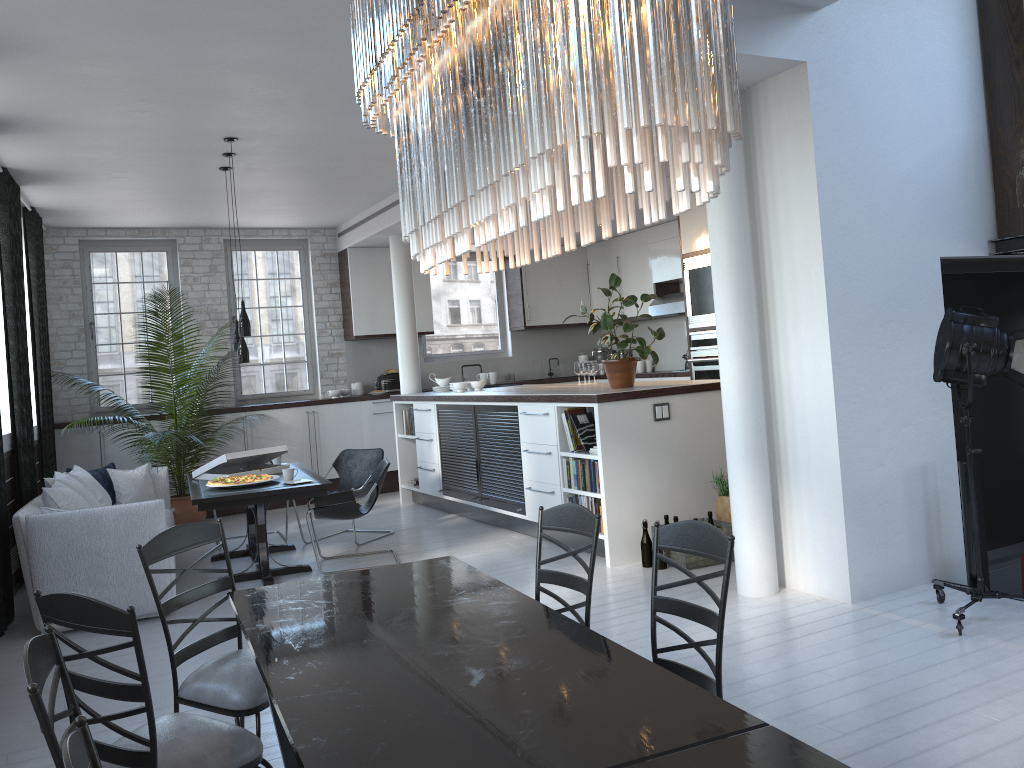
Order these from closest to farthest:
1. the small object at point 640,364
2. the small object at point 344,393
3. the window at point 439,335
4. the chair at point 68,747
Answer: the chair at point 68,747 → the small object at point 344,393 → the small object at point 640,364 → the window at point 439,335

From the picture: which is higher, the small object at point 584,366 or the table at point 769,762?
the small object at point 584,366

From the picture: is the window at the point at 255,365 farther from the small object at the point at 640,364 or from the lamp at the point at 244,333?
the small object at the point at 640,364

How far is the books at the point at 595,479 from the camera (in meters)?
6.32

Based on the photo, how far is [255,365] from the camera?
10.7m

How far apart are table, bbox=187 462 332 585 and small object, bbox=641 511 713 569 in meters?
2.3 m

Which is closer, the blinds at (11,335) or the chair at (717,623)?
the chair at (717,623)

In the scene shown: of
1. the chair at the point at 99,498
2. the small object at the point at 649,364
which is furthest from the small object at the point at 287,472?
the small object at the point at 649,364

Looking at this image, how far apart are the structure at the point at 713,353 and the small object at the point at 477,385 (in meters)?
2.15

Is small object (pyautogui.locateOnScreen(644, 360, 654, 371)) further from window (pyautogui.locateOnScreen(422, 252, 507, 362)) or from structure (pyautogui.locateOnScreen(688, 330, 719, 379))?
structure (pyautogui.locateOnScreen(688, 330, 719, 379))
